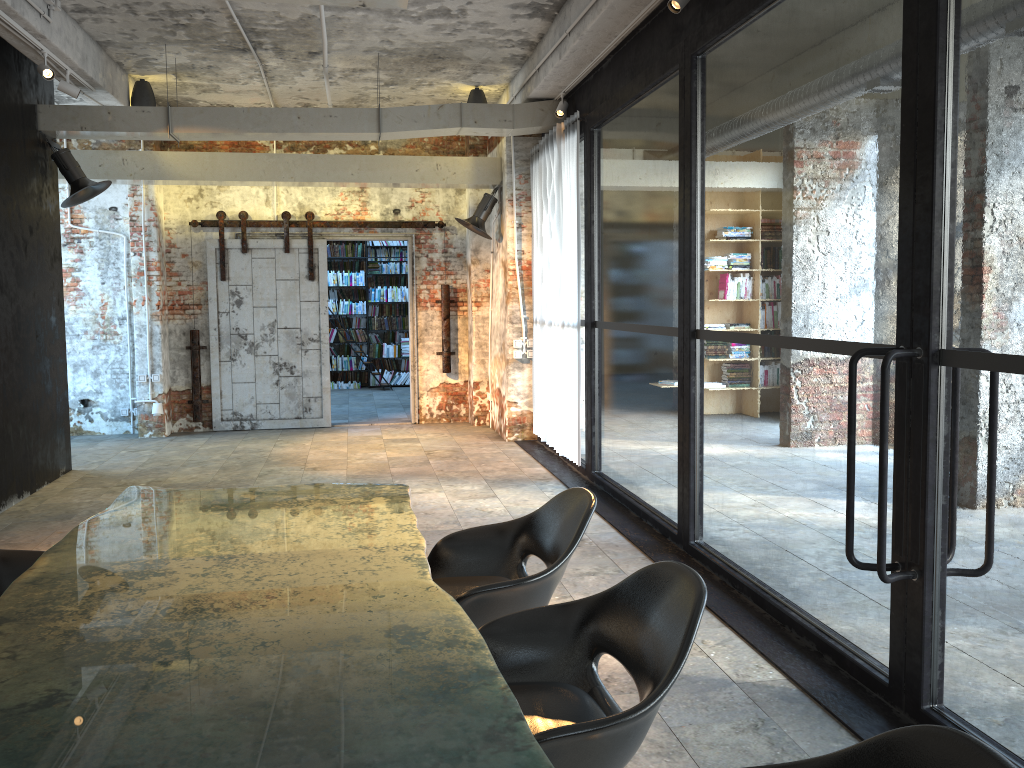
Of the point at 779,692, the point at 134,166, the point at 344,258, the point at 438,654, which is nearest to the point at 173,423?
the point at 134,166

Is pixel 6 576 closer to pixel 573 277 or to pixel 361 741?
pixel 361 741

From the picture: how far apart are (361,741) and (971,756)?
1.1 meters

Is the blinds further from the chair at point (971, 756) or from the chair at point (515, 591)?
the chair at point (971, 756)

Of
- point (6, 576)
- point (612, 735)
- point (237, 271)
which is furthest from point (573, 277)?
point (612, 735)

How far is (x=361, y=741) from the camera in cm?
162

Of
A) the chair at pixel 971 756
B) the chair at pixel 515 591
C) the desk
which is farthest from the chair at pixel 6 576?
the chair at pixel 971 756

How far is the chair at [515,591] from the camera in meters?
3.1

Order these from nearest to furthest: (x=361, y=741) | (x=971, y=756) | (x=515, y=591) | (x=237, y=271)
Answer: (x=971, y=756), (x=361, y=741), (x=515, y=591), (x=237, y=271)

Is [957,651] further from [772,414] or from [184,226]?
[184,226]
